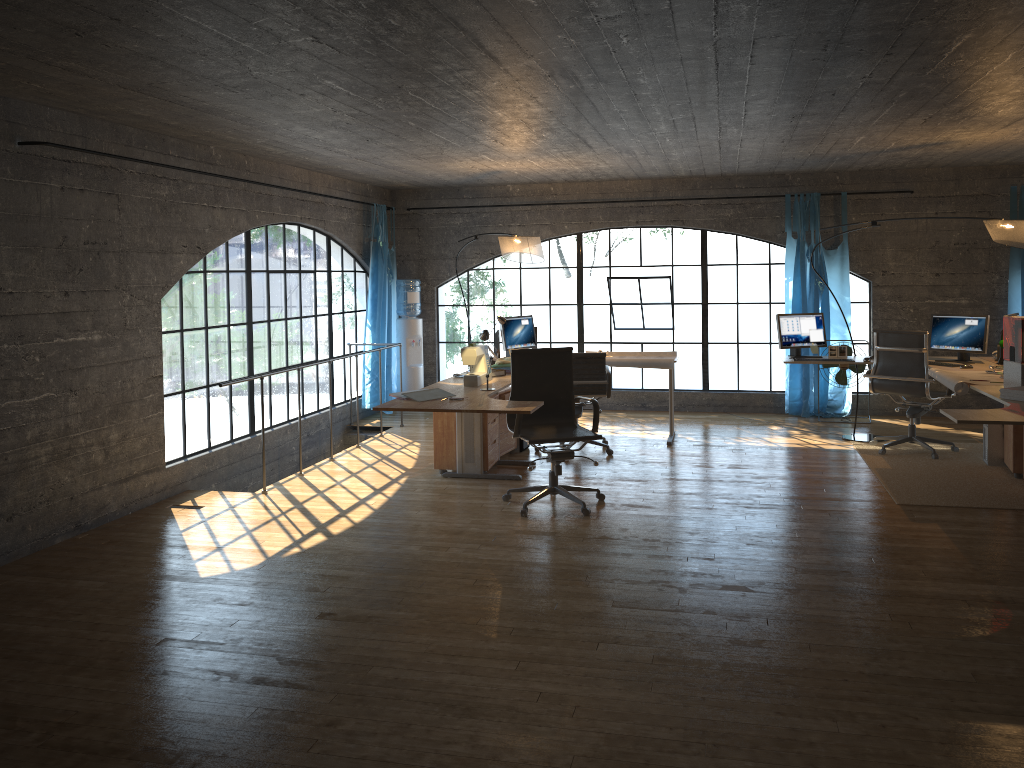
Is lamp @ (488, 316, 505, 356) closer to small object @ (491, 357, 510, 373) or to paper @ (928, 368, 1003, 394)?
small object @ (491, 357, 510, 373)

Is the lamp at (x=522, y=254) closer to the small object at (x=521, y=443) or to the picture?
the small object at (x=521, y=443)

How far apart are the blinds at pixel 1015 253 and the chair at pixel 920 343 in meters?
2.1 m

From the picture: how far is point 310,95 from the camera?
4.75m

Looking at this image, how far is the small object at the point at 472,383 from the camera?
6.2 meters

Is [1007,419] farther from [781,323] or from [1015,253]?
[1015,253]

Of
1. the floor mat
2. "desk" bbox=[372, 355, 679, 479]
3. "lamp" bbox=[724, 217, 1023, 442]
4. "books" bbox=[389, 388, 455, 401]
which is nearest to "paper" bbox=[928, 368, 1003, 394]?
the floor mat

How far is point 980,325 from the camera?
7.1 meters

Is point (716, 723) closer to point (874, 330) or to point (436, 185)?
point (874, 330)

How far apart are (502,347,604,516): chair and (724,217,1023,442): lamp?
3.1 meters
